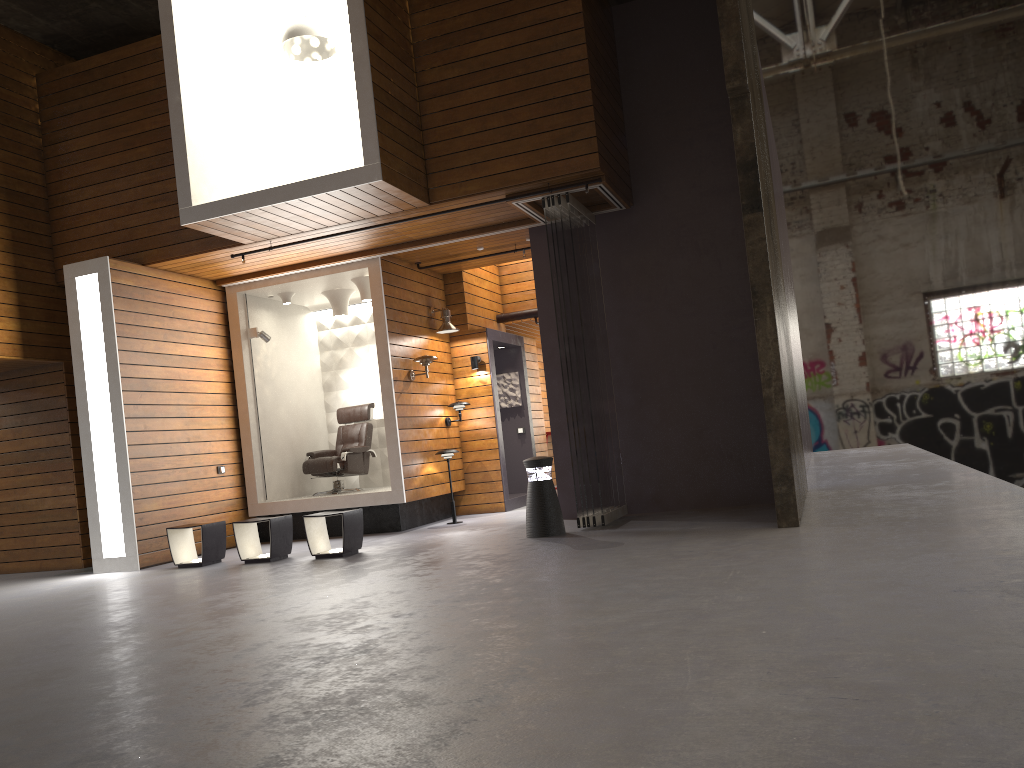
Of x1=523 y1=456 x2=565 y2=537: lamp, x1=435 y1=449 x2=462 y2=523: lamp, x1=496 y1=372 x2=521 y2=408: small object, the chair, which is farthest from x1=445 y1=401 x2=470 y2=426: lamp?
x1=523 y1=456 x2=565 y2=537: lamp

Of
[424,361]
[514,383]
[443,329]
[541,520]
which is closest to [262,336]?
[424,361]

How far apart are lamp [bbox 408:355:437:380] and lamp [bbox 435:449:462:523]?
0.9m

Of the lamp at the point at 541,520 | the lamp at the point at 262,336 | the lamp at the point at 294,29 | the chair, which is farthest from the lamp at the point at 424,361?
the lamp at the point at 294,29

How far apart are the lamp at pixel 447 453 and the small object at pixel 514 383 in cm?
238

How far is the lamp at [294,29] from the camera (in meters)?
8.06

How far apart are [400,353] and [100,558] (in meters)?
3.67

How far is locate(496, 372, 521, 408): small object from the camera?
12.29m

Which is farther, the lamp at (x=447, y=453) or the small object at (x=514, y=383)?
the small object at (x=514, y=383)

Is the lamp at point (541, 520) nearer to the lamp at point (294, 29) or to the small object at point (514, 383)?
the lamp at point (294, 29)
